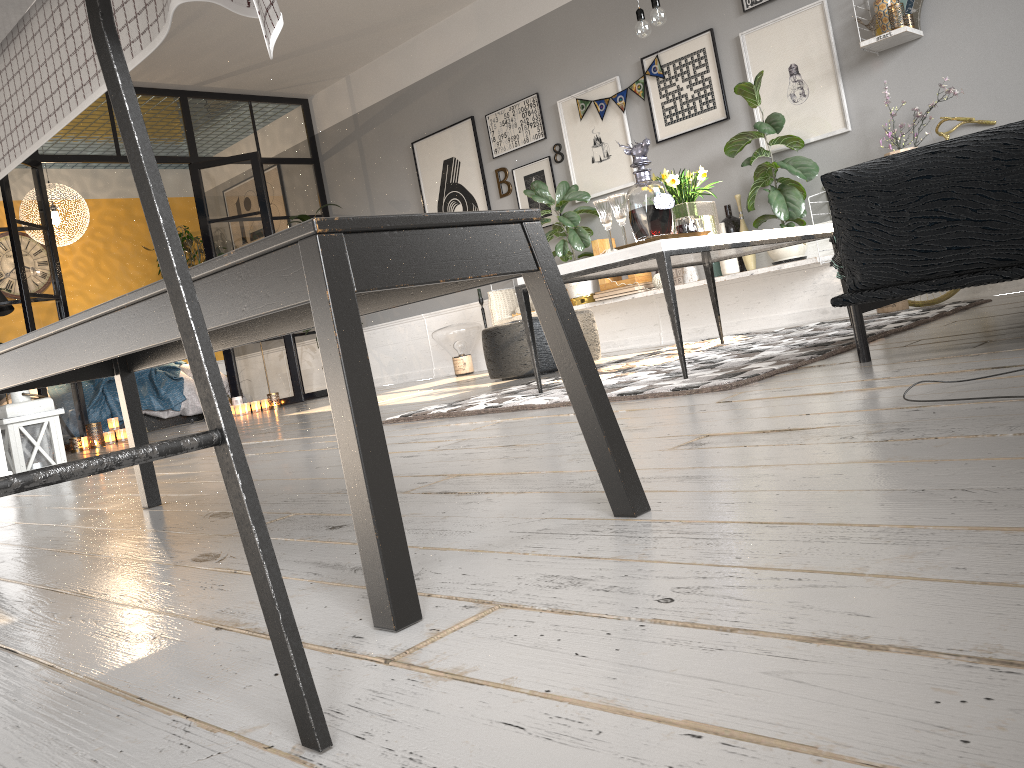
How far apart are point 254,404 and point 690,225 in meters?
5.5 m

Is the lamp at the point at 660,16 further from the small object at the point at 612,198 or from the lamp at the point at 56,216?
the lamp at the point at 56,216

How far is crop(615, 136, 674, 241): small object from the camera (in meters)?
3.18

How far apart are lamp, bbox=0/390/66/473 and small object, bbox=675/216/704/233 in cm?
327

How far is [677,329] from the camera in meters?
3.1

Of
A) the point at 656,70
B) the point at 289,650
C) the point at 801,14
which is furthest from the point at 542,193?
the point at 289,650

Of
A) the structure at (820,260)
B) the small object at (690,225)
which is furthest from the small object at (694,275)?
the small object at (690,225)

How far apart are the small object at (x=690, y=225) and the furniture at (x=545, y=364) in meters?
1.9

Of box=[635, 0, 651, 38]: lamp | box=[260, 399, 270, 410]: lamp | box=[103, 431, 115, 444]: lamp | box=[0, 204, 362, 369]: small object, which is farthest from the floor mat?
box=[0, 204, 362, 369]: small object

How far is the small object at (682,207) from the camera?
3.6 meters
